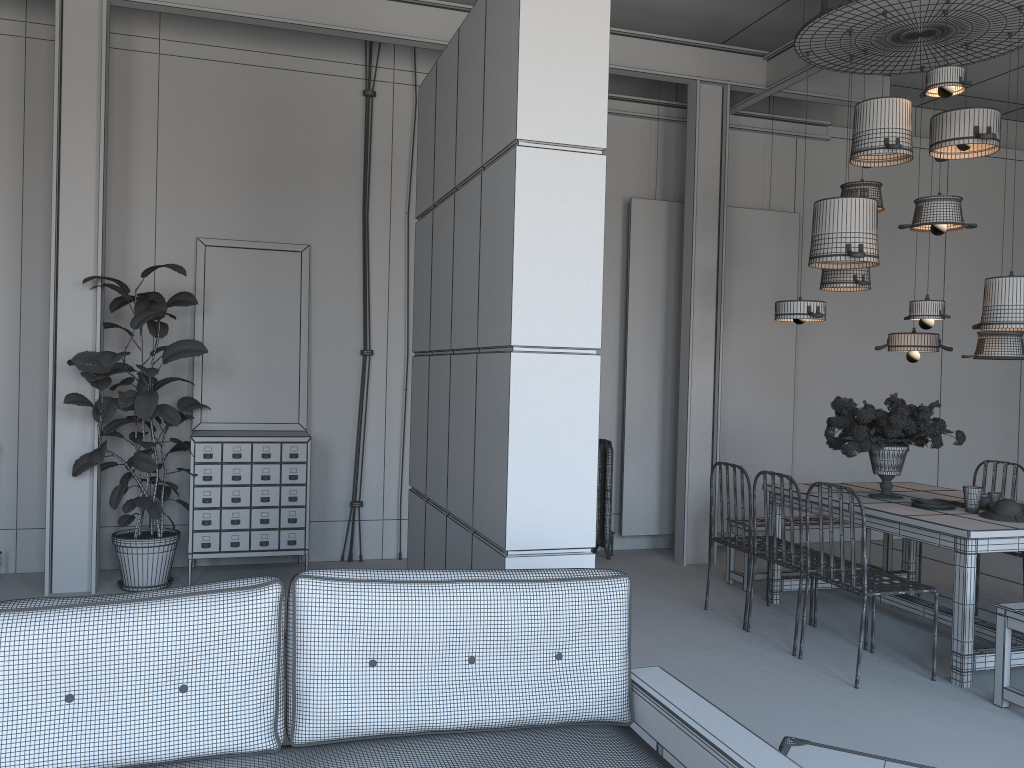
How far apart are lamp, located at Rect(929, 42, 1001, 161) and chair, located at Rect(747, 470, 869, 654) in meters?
2.4 m

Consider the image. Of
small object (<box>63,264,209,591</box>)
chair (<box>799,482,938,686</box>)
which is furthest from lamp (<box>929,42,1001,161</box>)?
small object (<box>63,264,209,591</box>)

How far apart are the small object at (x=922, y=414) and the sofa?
3.0 meters

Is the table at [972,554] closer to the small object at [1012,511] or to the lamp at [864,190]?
the small object at [1012,511]

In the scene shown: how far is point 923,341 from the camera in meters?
5.9 m

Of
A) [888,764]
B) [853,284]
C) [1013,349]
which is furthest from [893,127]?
[888,764]

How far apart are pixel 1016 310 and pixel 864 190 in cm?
124

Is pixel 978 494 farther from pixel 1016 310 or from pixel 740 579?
pixel 740 579

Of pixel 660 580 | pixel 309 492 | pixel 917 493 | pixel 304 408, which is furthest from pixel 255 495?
pixel 917 493

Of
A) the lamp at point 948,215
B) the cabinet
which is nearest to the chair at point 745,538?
the lamp at point 948,215
